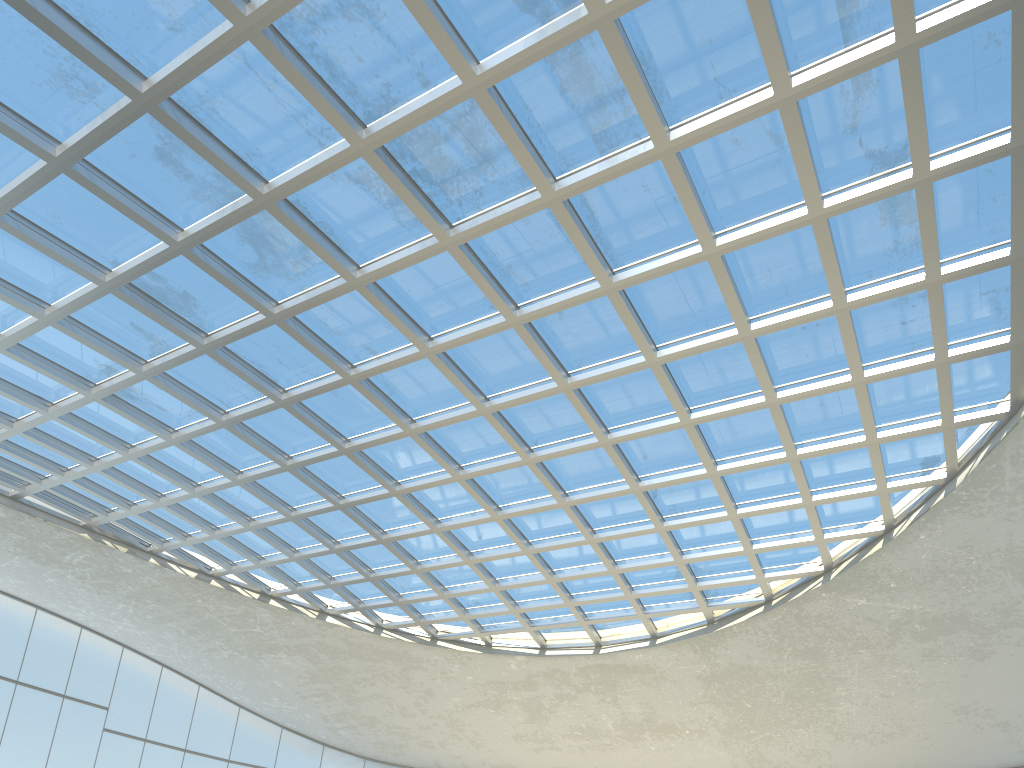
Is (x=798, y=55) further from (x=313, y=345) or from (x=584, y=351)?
(x=313, y=345)

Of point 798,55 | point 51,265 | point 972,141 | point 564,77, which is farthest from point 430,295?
point 972,141
